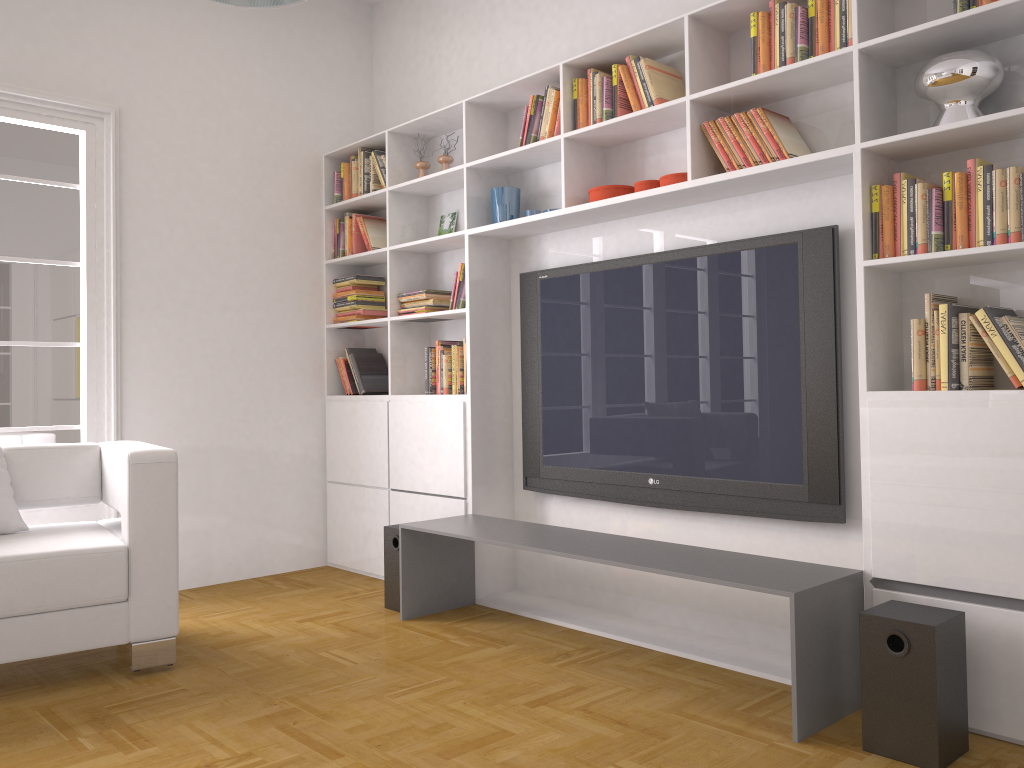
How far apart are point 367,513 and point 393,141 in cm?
208

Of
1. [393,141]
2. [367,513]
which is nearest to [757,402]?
[367,513]

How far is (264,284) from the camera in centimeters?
508cm

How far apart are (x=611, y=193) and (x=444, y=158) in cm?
128

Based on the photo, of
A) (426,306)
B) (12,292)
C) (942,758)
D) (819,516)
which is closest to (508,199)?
(426,306)

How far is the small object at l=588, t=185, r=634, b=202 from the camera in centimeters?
376cm

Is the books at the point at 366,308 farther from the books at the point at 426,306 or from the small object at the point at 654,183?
the small object at the point at 654,183

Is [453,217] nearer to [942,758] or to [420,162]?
[420,162]

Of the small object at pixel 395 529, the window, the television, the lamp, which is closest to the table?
the small object at pixel 395 529

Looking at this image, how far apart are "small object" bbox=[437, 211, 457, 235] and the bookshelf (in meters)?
0.04
